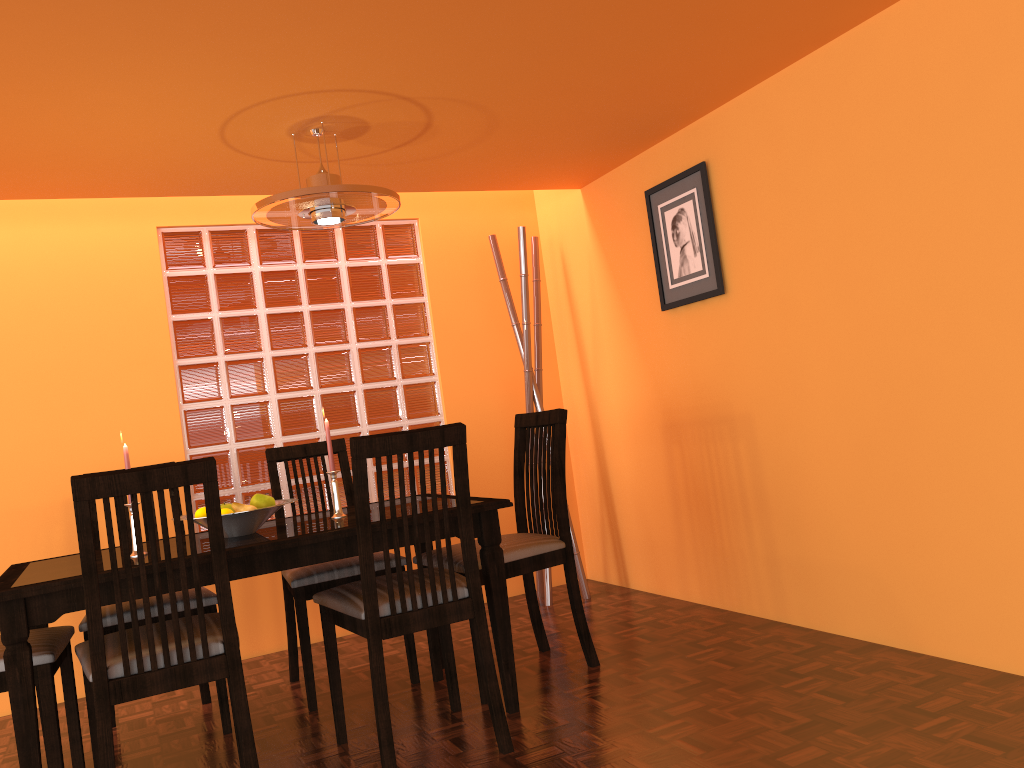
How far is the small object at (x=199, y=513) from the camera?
2.35m

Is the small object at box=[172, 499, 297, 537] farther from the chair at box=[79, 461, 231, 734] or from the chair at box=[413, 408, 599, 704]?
the chair at box=[413, 408, 599, 704]

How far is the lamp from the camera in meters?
2.4

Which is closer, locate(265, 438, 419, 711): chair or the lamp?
the lamp

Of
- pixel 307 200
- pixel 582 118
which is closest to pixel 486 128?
pixel 582 118

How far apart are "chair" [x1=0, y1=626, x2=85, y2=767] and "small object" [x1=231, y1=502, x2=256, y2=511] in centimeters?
52cm

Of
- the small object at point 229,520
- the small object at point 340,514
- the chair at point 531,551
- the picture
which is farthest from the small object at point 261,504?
the picture

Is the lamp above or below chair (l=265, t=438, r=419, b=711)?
above

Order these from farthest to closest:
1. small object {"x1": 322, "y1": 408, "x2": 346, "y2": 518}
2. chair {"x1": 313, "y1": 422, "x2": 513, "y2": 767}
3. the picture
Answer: the picture
small object {"x1": 322, "y1": 408, "x2": 346, "y2": 518}
chair {"x1": 313, "y1": 422, "x2": 513, "y2": 767}

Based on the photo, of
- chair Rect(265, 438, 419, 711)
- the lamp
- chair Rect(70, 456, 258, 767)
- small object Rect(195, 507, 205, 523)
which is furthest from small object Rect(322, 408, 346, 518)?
the lamp
